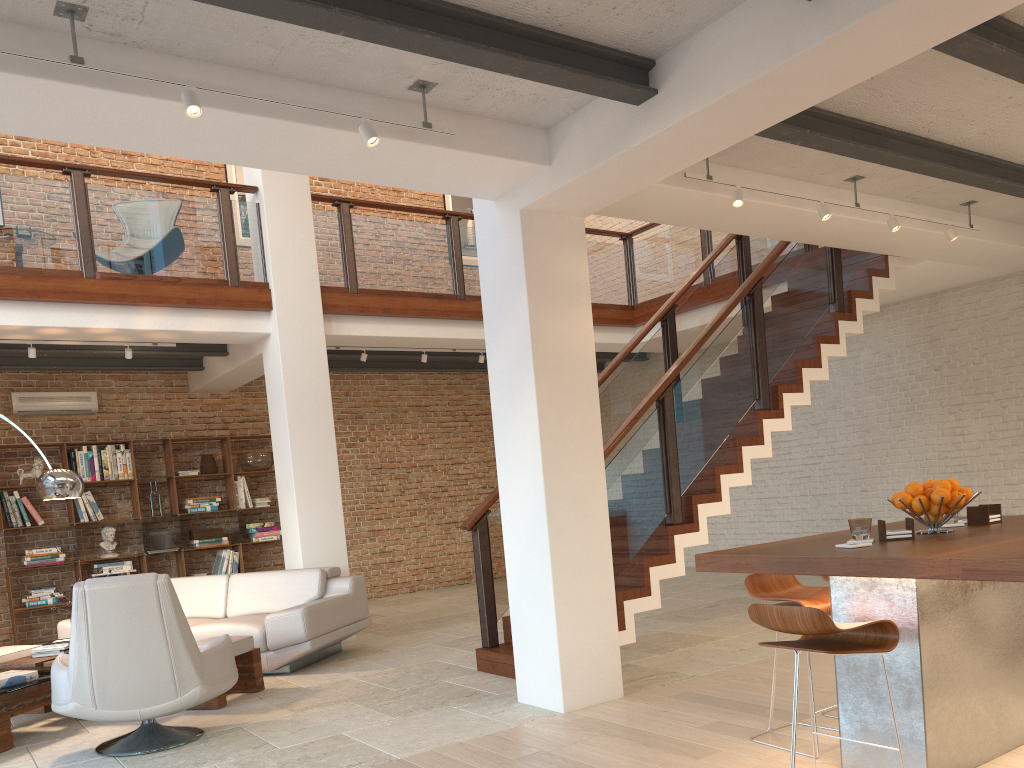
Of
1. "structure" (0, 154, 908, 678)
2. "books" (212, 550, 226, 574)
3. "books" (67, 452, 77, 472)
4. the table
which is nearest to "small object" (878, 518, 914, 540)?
"structure" (0, 154, 908, 678)

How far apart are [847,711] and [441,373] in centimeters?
942cm

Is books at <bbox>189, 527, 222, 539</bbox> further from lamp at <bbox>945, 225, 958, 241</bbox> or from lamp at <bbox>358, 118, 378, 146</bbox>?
lamp at <bbox>945, 225, 958, 241</bbox>

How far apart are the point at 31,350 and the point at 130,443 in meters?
2.3 m

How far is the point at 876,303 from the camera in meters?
7.5 m

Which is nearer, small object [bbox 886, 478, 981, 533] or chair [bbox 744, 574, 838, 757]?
small object [bbox 886, 478, 981, 533]

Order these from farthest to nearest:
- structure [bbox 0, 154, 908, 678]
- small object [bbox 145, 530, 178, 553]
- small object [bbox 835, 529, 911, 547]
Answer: small object [bbox 145, 530, 178, 553] → structure [bbox 0, 154, 908, 678] → small object [bbox 835, 529, 911, 547]

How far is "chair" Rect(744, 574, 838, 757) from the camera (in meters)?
3.70

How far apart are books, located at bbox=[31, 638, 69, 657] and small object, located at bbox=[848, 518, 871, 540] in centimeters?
523cm

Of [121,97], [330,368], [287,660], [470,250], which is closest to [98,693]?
[287,660]
